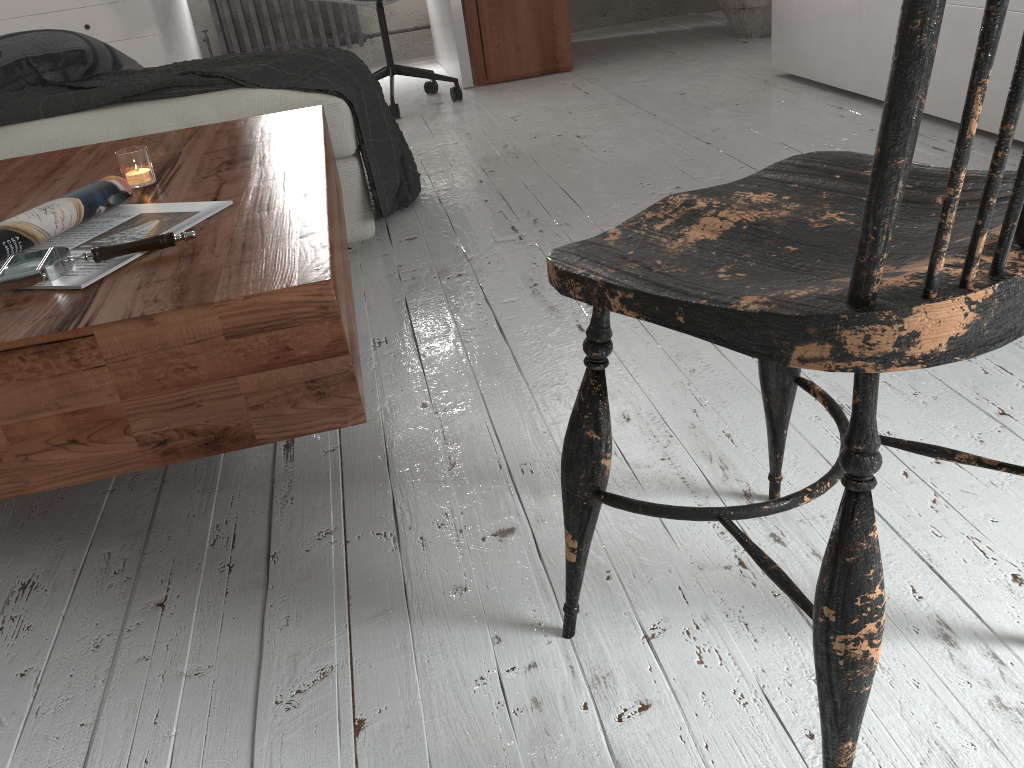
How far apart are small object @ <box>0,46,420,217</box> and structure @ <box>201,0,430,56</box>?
2.5m

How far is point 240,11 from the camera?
4.6 meters

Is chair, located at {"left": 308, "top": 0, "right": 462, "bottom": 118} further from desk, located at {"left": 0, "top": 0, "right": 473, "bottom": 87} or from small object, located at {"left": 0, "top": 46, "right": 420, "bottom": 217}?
small object, located at {"left": 0, "top": 46, "right": 420, "bottom": 217}

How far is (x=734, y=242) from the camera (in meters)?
0.70

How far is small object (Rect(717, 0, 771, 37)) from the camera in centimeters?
397cm

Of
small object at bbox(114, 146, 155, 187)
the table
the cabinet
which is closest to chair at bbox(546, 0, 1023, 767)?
the table

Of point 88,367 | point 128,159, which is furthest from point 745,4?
point 88,367

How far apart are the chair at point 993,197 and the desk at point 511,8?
3.2 meters

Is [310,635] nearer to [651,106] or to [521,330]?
[521,330]

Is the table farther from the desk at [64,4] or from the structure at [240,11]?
the structure at [240,11]
